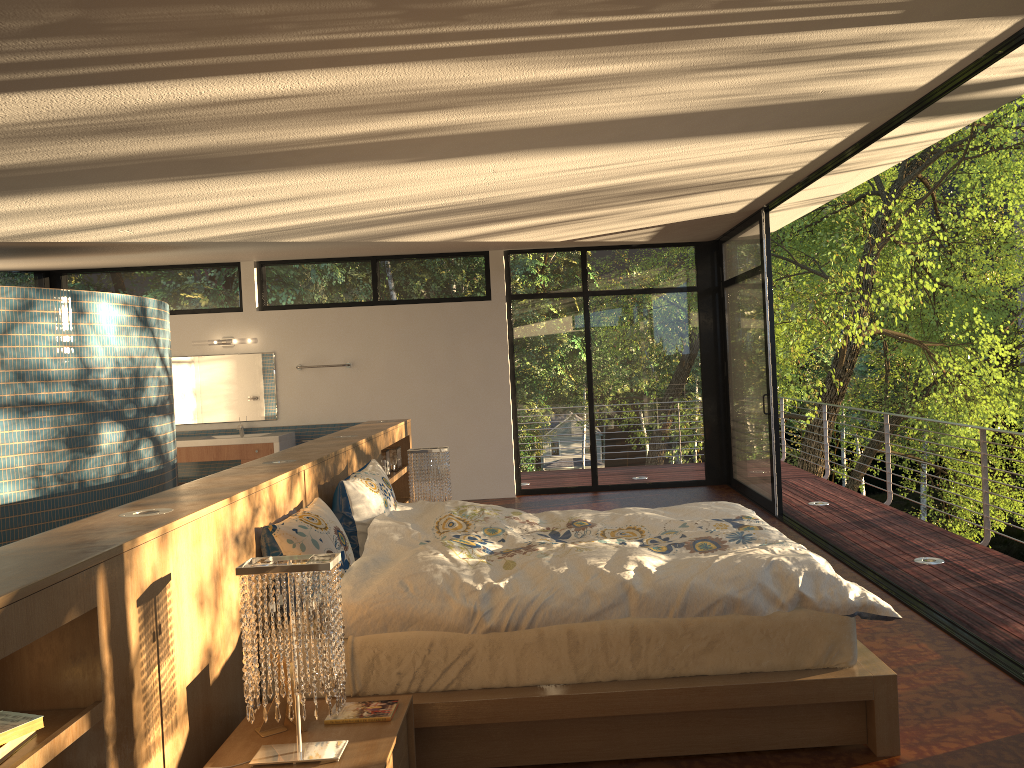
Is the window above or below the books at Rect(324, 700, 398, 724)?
above

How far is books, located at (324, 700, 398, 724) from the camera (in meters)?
2.57

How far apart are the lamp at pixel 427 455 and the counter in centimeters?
336cm

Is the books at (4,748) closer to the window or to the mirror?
the window

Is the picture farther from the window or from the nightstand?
the window

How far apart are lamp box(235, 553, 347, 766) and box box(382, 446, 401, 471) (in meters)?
3.68

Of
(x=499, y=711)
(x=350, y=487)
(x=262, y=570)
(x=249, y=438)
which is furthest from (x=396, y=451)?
(x=262, y=570)

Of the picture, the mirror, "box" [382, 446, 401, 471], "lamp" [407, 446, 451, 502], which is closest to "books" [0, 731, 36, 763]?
the picture

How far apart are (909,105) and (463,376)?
5.45m

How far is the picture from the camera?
2.5 meters
